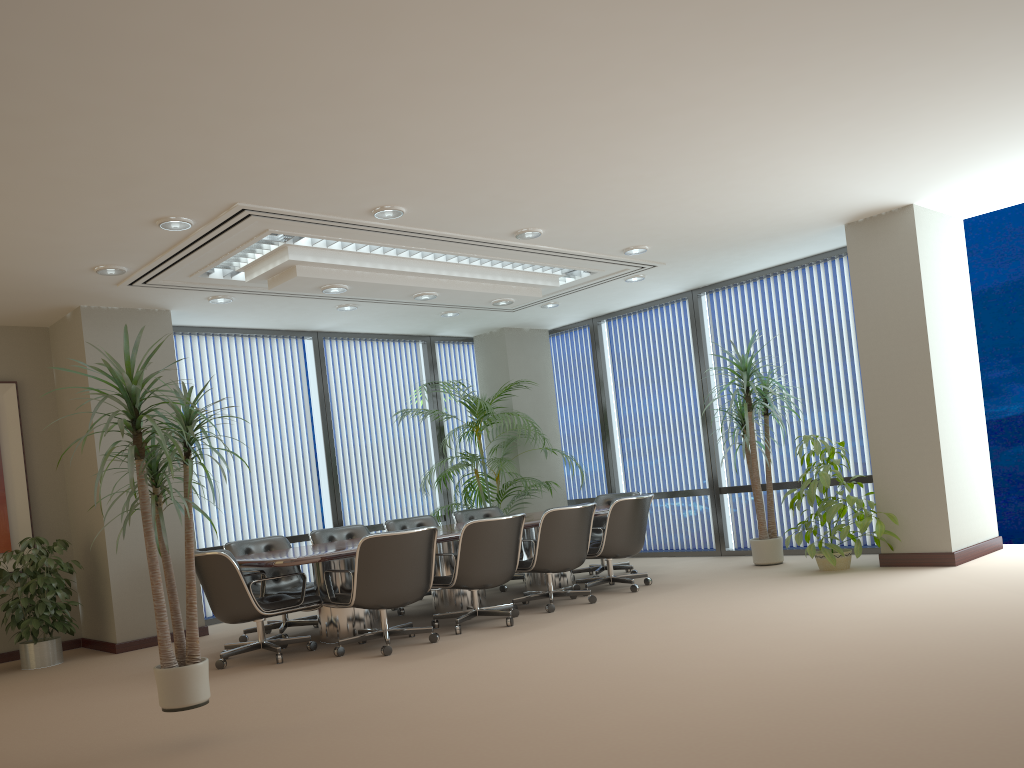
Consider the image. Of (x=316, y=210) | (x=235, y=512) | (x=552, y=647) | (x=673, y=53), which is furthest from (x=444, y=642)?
(x=673, y=53)

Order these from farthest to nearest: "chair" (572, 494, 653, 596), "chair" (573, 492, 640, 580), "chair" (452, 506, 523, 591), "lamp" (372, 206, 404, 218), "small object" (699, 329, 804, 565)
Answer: "chair" (452, 506, 523, 591) → "chair" (573, 492, 640, 580) → "small object" (699, 329, 804, 565) → "chair" (572, 494, 653, 596) → "lamp" (372, 206, 404, 218)

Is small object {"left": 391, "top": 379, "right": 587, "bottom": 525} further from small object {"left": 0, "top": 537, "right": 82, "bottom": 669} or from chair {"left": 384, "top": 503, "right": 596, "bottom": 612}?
small object {"left": 0, "top": 537, "right": 82, "bottom": 669}

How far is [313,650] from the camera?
6.5m

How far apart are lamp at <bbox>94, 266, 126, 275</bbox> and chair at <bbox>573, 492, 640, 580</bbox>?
5.1 meters

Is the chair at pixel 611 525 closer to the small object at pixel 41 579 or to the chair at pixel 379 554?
the chair at pixel 379 554

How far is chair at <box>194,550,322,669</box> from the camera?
6.10m

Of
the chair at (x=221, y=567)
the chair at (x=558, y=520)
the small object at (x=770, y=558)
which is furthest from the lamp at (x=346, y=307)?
the small object at (x=770, y=558)

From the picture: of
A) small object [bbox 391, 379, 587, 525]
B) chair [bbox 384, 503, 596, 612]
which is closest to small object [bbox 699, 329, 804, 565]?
chair [bbox 384, 503, 596, 612]

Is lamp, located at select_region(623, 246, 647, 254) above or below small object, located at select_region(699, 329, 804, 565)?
above
